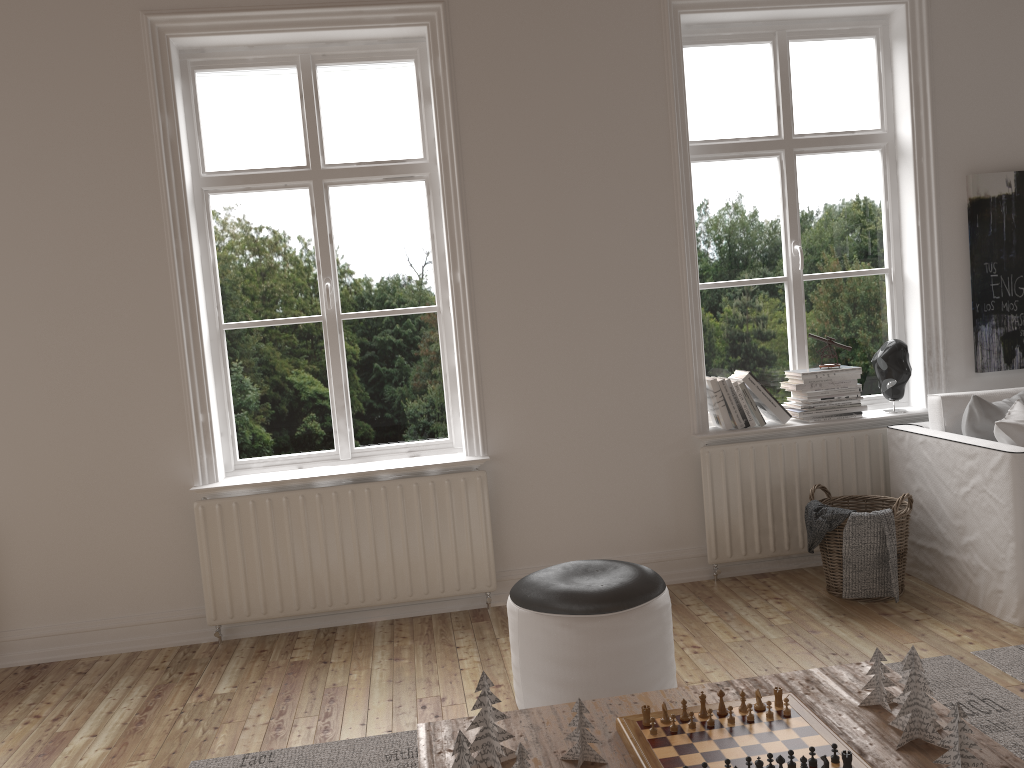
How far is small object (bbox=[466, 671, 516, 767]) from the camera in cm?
189

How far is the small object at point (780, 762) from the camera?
1.7m

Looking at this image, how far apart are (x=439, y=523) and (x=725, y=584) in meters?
1.3

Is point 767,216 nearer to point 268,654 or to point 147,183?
point 147,183

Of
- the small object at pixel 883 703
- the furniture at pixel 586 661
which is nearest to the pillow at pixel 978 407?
the furniture at pixel 586 661

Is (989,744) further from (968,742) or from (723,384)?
(723,384)

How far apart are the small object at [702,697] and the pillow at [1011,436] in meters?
2.0 m

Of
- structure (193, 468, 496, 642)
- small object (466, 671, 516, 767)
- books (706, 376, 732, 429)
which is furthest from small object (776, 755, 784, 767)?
books (706, 376, 732, 429)

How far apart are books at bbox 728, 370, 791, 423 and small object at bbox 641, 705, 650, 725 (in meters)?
2.26

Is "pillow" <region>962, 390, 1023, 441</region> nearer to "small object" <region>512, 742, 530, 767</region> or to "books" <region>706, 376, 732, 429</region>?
"books" <region>706, 376, 732, 429</region>
